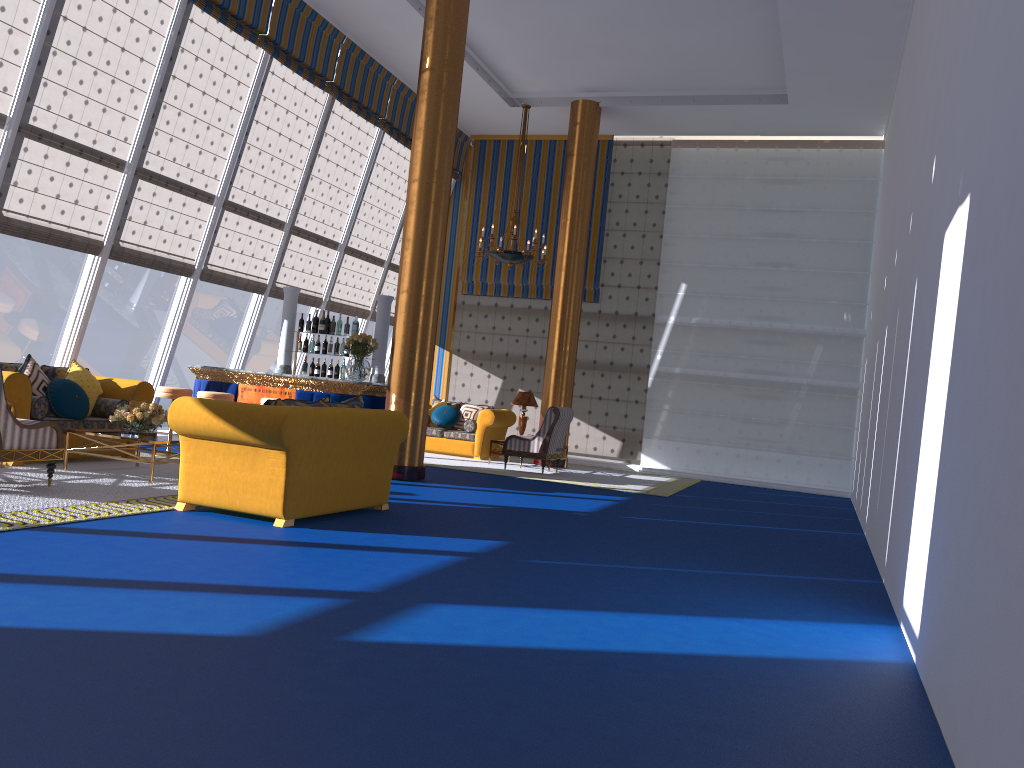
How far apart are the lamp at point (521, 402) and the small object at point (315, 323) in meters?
3.7 m

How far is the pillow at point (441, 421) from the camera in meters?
14.4

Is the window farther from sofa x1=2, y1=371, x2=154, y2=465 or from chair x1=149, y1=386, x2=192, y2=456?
chair x1=149, y1=386, x2=192, y2=456

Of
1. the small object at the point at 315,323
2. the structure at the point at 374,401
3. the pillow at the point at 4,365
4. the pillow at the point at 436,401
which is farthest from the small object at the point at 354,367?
the pillow at the point at 436,401

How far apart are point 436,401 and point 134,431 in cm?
738

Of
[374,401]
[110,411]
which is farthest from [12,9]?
[374,401]

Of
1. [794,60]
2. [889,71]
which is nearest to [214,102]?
[794,60]

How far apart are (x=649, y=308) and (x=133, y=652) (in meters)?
13.02

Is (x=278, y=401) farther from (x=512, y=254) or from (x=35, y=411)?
(x=512, y=254)

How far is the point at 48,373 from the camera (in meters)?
8.80
